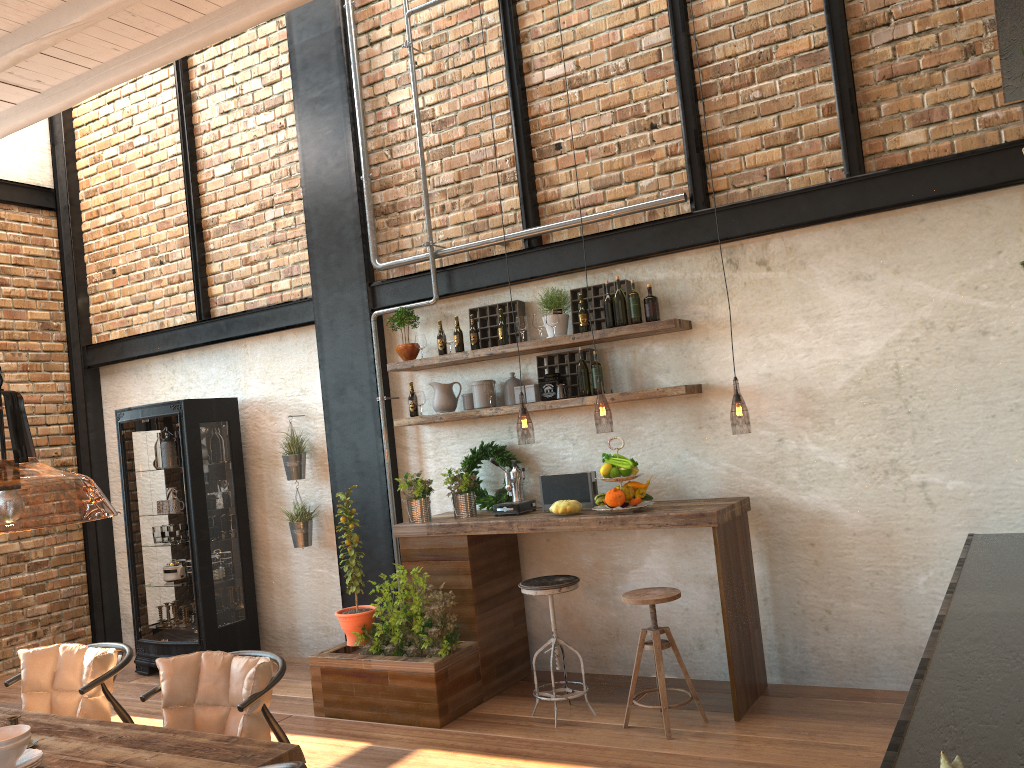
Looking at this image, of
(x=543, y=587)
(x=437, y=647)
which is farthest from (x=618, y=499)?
(x=437, y=647)

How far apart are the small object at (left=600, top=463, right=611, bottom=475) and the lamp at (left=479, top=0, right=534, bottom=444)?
0.5 meters

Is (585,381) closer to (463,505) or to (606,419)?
(606,419)

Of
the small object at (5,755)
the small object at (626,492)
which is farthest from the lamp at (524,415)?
the small object at (5,755)

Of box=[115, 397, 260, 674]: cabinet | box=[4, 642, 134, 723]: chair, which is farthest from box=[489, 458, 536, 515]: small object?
box=[115, 397, 260, 674]: cabinet

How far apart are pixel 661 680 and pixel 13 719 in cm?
294

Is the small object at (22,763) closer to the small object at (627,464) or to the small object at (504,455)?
the small object at (627,464)

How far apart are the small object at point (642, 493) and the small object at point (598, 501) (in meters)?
0.23

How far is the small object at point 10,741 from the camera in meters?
2.8 m

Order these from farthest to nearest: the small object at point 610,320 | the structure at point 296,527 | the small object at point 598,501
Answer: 1. the structure at point 296,527
2. the small object at point 610,320
3. the small object at point 598,501
